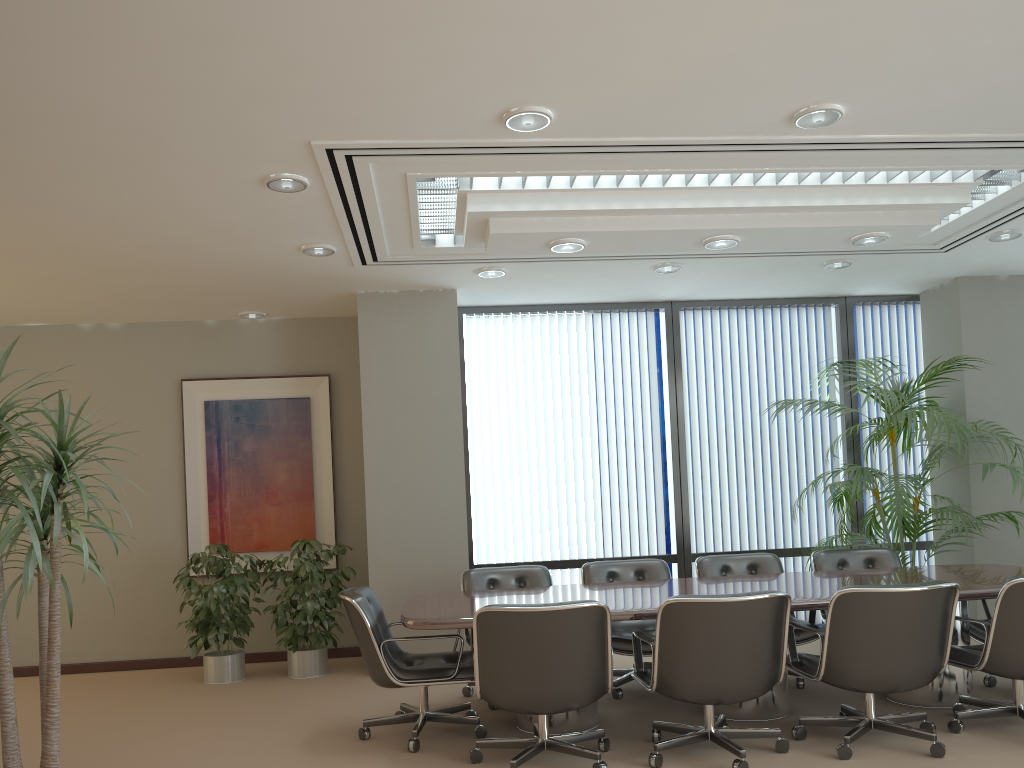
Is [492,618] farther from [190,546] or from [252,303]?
[190,546]

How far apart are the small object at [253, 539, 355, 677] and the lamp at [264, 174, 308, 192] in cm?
315

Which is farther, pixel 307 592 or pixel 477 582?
pixel 307 592

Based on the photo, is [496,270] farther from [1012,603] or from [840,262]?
[1012,603]

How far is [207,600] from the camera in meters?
6.6 m

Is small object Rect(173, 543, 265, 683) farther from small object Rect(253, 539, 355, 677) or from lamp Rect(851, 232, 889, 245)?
lamp Rect(851, 232, 889, 245)

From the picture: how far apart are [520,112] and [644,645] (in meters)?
3.39

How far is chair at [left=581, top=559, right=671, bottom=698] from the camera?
5.6m

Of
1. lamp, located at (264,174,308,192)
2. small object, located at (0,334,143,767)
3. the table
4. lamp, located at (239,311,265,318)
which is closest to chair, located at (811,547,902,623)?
the table

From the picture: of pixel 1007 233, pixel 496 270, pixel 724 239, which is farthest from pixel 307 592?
pixel 1007 233
